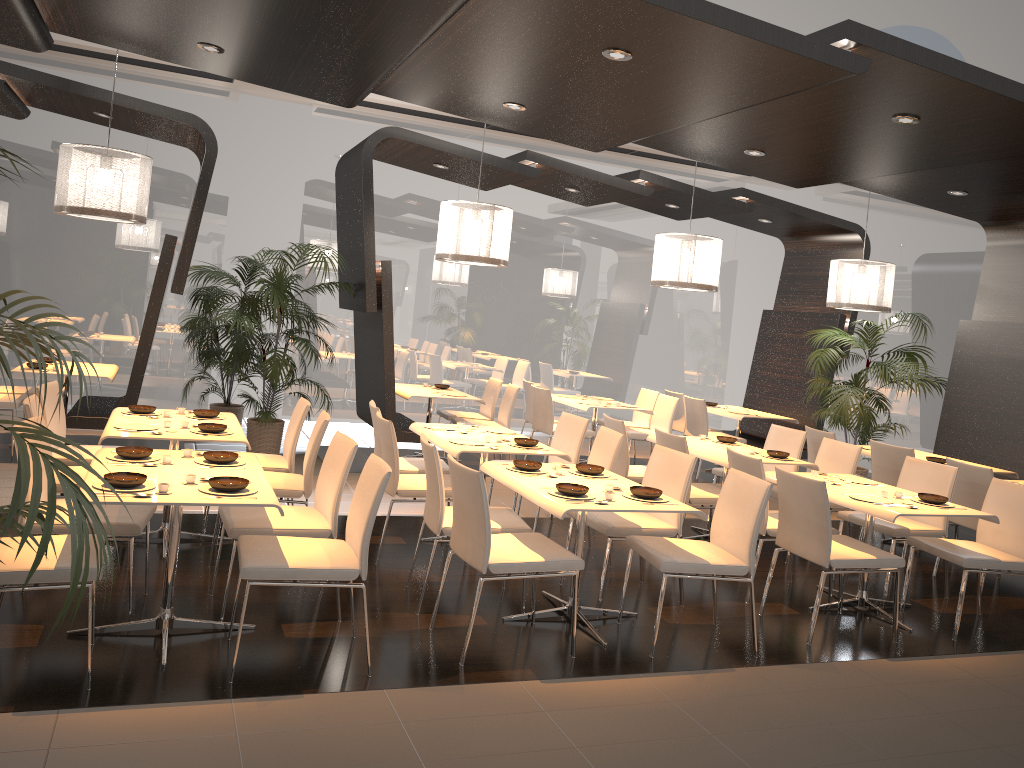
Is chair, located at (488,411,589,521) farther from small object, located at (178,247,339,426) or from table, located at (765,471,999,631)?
small object, located at (178,247,339,426)

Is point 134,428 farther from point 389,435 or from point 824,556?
point 824,556

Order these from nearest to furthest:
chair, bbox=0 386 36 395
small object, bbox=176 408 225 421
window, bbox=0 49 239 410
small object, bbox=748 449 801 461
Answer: small object, bbox=176 408 225 421 < small object, bbox=748 449 801 461 < chair, bbox=0 386 36 395 < window, bbox=0 49 239 410

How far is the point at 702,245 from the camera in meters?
8.0 m

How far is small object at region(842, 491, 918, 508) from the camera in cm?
519

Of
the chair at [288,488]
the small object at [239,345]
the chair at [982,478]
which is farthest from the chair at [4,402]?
the chair at [982,478]

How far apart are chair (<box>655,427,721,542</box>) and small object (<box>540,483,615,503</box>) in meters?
1.8

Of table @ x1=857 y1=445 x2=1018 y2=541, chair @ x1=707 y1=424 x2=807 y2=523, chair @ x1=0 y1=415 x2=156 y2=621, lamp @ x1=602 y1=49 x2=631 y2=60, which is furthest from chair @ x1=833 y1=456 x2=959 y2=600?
chair @ x1=0 y1=415 x2=156 y2=621

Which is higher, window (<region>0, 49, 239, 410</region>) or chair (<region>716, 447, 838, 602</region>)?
window (<region>0, 49, 239, 410</region>)

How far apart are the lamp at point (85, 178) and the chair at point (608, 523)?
3.8 meters
